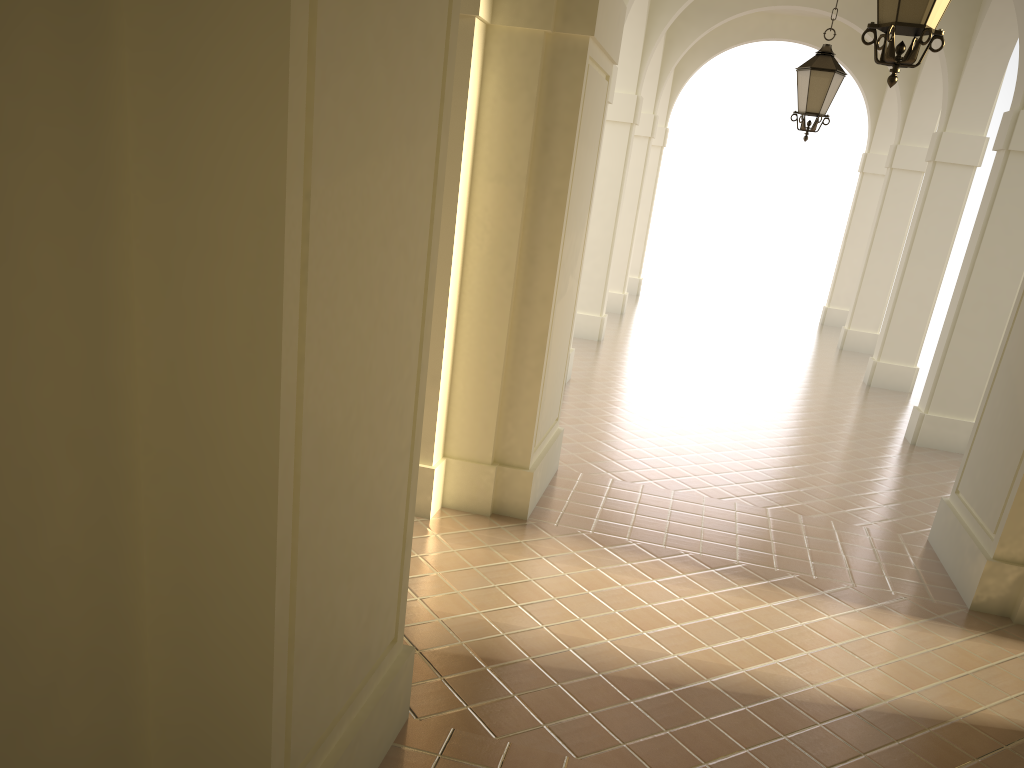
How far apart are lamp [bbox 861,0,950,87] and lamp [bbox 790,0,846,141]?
4.7m

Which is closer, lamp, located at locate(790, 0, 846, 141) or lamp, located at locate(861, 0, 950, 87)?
lamp, located at locate(861, 0, 950, 87)

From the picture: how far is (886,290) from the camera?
18.29m

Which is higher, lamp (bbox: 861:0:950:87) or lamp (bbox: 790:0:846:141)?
lamp (bbox: 790:0:846:141)

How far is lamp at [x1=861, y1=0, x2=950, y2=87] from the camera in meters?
4.4 m

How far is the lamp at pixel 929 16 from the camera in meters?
4.4

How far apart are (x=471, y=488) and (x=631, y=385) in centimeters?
601cm

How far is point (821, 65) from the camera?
9.1m

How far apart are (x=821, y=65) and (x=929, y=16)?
5.01m

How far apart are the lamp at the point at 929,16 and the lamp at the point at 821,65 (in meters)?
4.73
